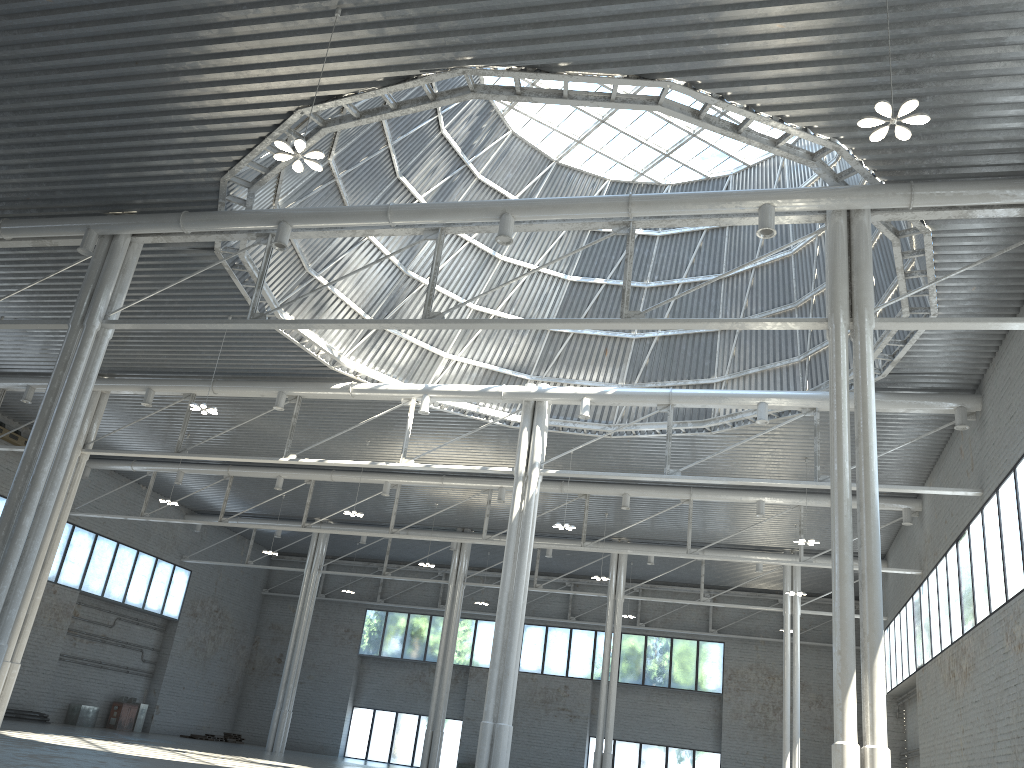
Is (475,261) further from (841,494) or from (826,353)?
(841,494)

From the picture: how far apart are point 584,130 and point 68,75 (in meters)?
21.75
